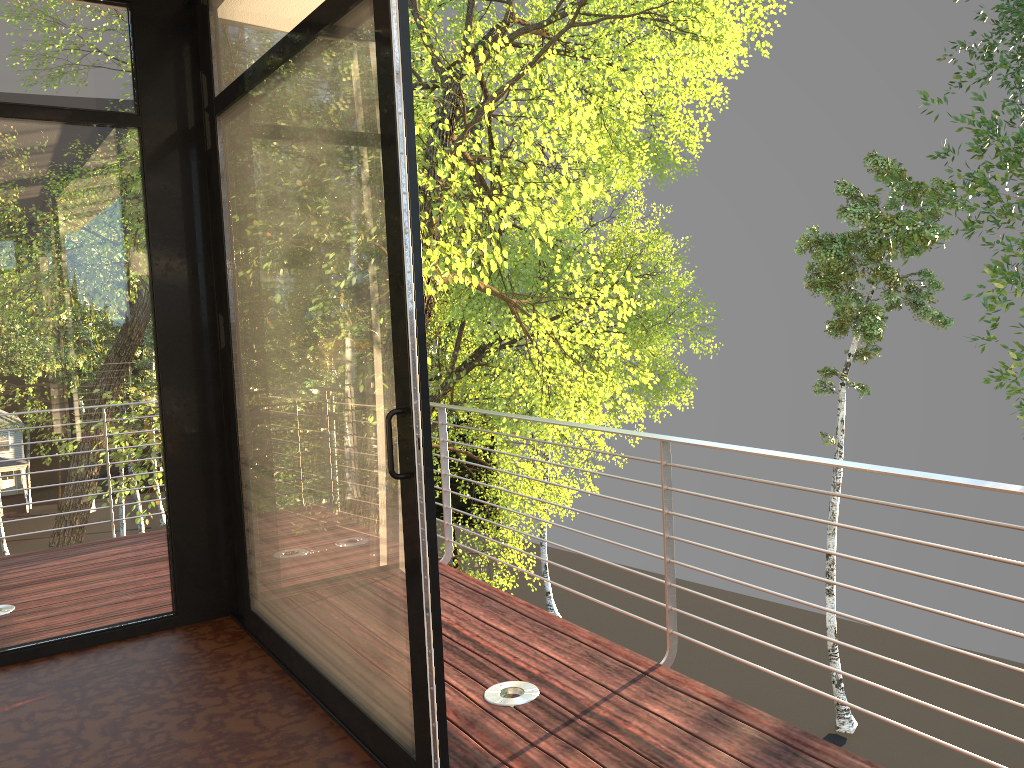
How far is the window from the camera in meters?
2.2 m

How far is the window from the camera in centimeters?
223cm

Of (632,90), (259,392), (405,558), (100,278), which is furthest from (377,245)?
(632,90)
